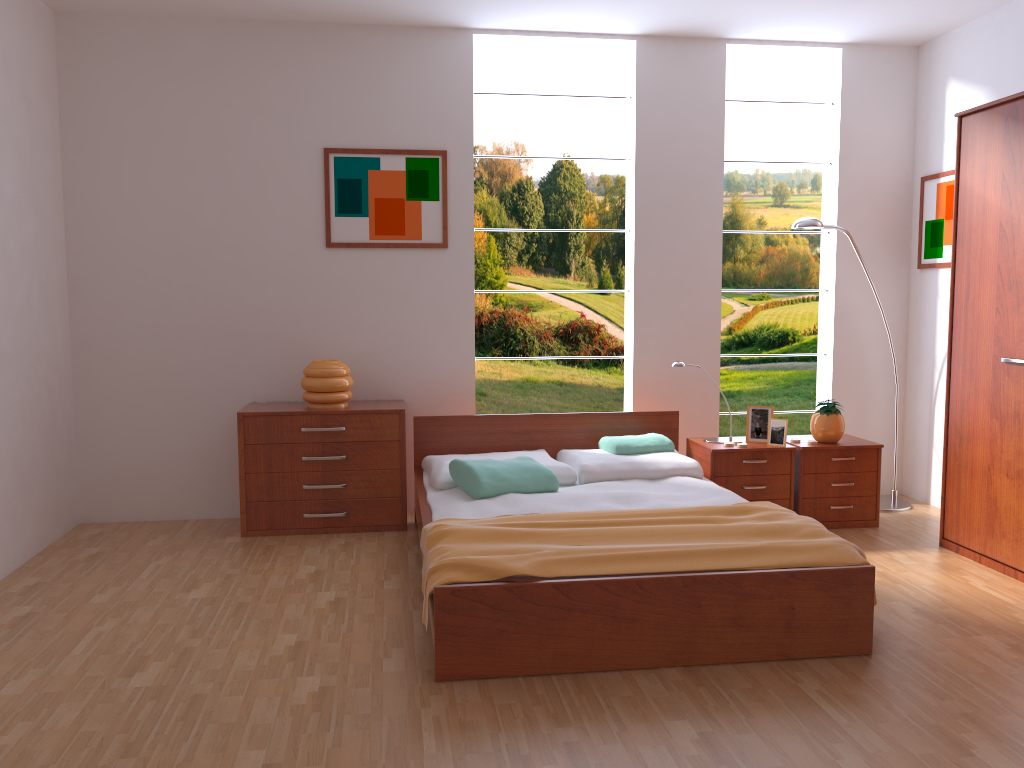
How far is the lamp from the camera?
4.61m

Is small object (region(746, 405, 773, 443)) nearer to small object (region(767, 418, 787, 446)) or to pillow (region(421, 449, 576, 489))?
small object (region(767, 418, 787, 446))

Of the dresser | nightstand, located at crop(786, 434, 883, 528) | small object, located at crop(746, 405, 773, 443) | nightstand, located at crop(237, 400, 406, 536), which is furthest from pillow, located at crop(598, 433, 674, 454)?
the dresser

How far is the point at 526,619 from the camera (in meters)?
2.72

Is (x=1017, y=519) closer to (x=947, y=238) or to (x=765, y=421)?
(x=765, y=421)

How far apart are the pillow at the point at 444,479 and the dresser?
1.73m

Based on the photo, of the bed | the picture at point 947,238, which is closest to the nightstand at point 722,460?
the bed

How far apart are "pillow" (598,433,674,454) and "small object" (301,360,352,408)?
1.3m

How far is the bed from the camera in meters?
2.7

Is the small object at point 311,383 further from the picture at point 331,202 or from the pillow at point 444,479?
the picture at point 331,202
